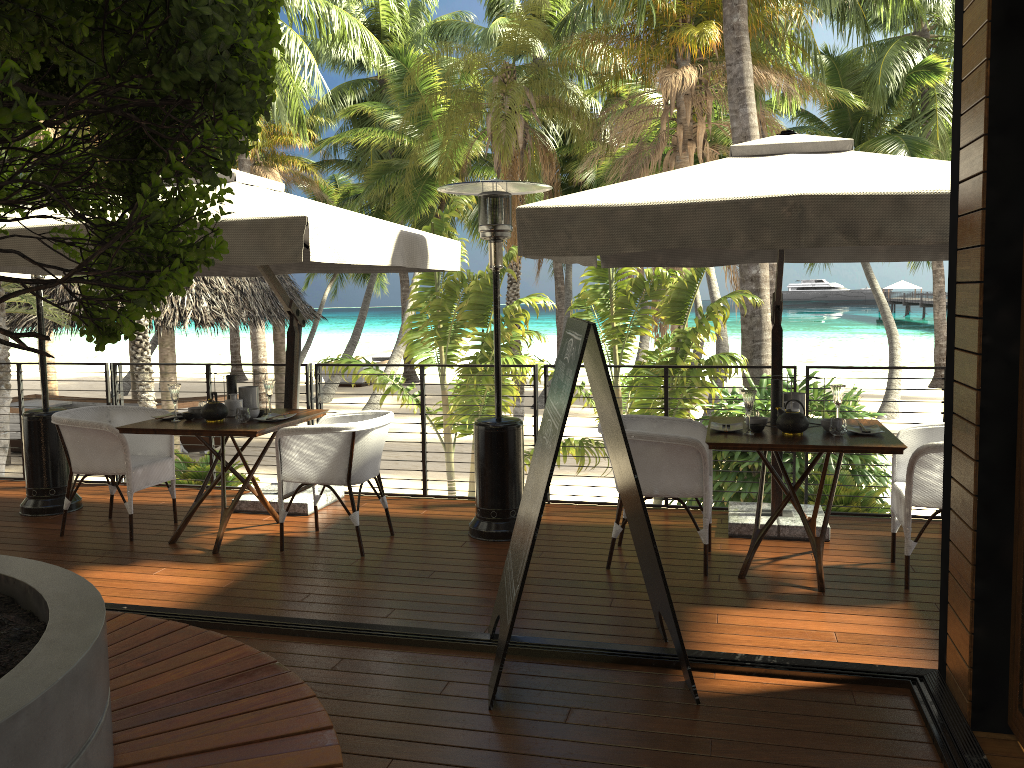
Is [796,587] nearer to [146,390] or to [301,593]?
[301,593]

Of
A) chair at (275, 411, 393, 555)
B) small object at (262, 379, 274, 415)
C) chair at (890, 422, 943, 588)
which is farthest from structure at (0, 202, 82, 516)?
chair at (890, 422, 943, 588)

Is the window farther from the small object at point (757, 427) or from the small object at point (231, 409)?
the small object at point (231, 409)

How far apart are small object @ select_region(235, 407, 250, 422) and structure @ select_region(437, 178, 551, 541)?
1.4m

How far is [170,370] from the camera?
17.1 meters

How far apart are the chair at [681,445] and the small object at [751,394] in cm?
30

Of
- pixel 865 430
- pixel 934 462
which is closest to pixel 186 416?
pixel 865 430

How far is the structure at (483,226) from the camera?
5.3 meters

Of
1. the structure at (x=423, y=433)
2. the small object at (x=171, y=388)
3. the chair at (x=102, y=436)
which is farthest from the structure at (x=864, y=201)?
the chair at (x=102, y=436)

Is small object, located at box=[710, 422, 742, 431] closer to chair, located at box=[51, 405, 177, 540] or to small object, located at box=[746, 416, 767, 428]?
small object, located at box=[746, 416, 767, 428]
